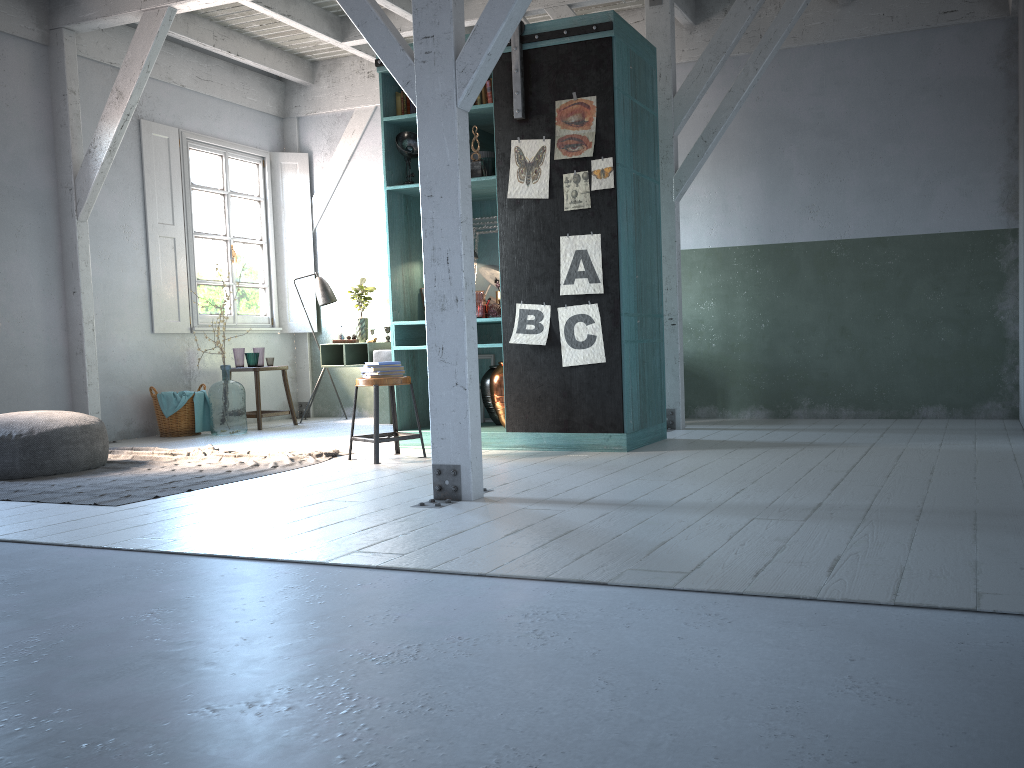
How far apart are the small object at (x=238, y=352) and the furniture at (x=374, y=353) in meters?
1.0

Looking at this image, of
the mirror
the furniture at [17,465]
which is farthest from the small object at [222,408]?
the mirror

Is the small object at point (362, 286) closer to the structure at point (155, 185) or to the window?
the structure at point (155, 185)

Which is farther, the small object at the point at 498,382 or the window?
the window

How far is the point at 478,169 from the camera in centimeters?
735cm

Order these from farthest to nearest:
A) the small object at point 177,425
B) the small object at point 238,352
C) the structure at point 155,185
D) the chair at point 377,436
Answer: the small object at point 238,352 < the structure at point 155,185 < the small object at point 177,425 < the chair at point 377,436

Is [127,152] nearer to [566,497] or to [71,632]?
[566,497]

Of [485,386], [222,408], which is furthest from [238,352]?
[485,386]

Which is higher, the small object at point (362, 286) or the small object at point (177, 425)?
the small object at point (362, 286)

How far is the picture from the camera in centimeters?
673cm
